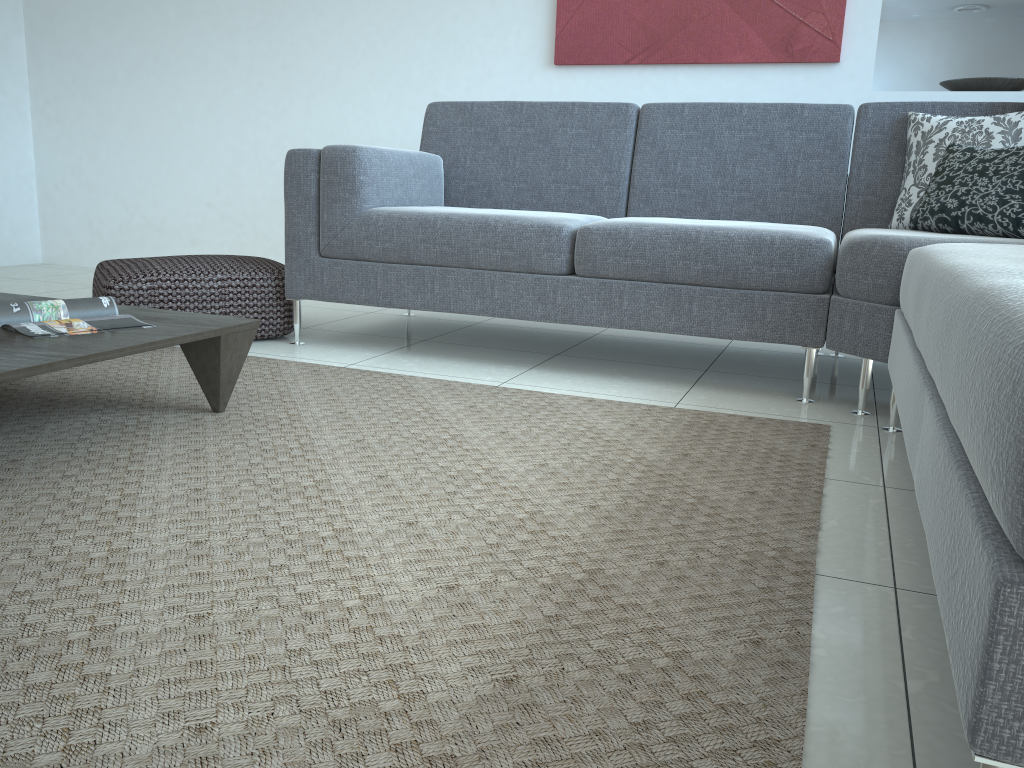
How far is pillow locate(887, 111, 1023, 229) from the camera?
2.56m

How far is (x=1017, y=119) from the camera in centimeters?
256cm

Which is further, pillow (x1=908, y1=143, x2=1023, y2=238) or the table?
pillow (x1=908, y1=143, x2=1023, y2=238)

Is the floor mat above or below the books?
below

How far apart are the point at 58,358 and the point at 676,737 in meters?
1.3

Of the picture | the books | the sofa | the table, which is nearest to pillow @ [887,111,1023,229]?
the sofa

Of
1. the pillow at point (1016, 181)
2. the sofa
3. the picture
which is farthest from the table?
the picture

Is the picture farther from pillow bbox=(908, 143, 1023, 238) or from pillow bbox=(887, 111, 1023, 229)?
pillow bbox=(908, 143, 1023, 238)

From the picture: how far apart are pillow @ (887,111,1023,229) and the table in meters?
2.0 m

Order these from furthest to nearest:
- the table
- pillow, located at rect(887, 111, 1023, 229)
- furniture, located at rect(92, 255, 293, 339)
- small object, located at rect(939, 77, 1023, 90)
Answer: small object, located at rect(939, 77, 1023, 90) < furniture, located at rect(92, 255, 293, 339) < pillow, located at rect(887, 111, 1023, 229) < the table
